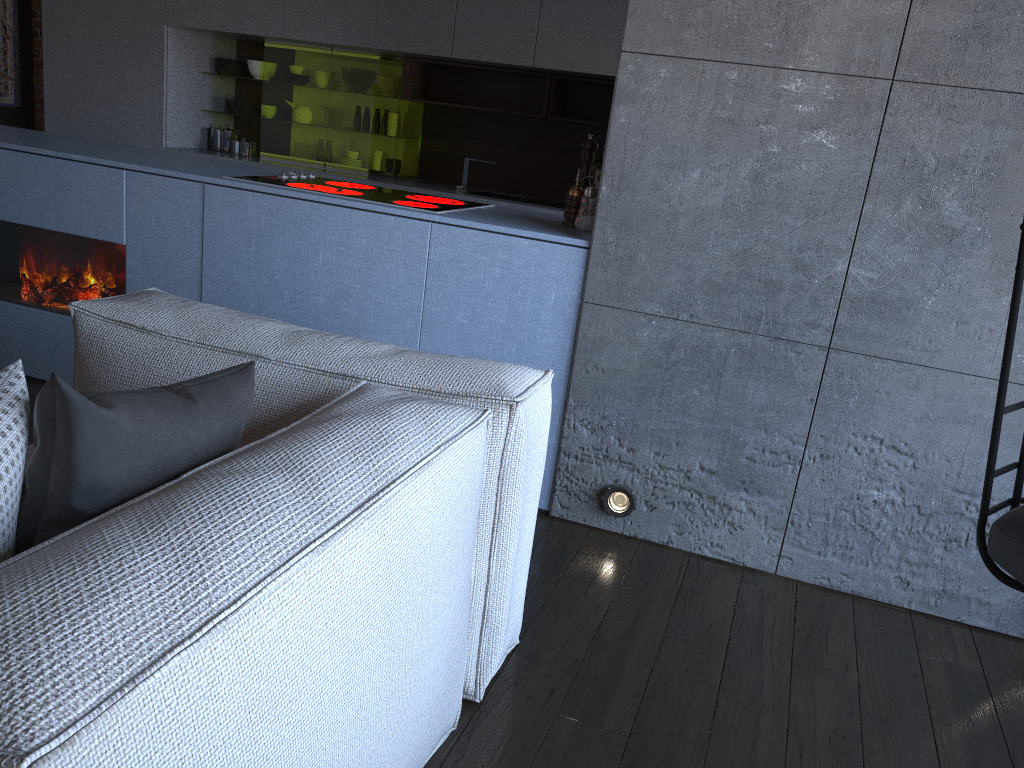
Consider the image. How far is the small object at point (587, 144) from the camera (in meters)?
2.77

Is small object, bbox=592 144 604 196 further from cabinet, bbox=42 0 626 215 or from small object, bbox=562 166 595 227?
small object, bbox=562 166 595 227

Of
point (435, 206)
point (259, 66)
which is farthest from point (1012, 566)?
point (259, 66)

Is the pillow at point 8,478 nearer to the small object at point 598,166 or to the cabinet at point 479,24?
the cabinet at point 479,24

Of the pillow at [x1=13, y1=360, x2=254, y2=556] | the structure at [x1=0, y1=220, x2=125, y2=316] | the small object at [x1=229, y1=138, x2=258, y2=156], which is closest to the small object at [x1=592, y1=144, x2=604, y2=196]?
the small object at [x1=229, y1=138, x2=258, y2=156]

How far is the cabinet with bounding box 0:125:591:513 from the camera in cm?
258

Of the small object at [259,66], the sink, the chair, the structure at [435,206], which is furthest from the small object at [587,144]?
the small object at [259,66]

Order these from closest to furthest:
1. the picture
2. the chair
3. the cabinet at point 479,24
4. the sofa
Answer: the sofa < the chair < the cabinet at point 479,24 < the picture

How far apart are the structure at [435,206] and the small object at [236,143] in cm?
268

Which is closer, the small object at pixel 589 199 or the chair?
the chair
